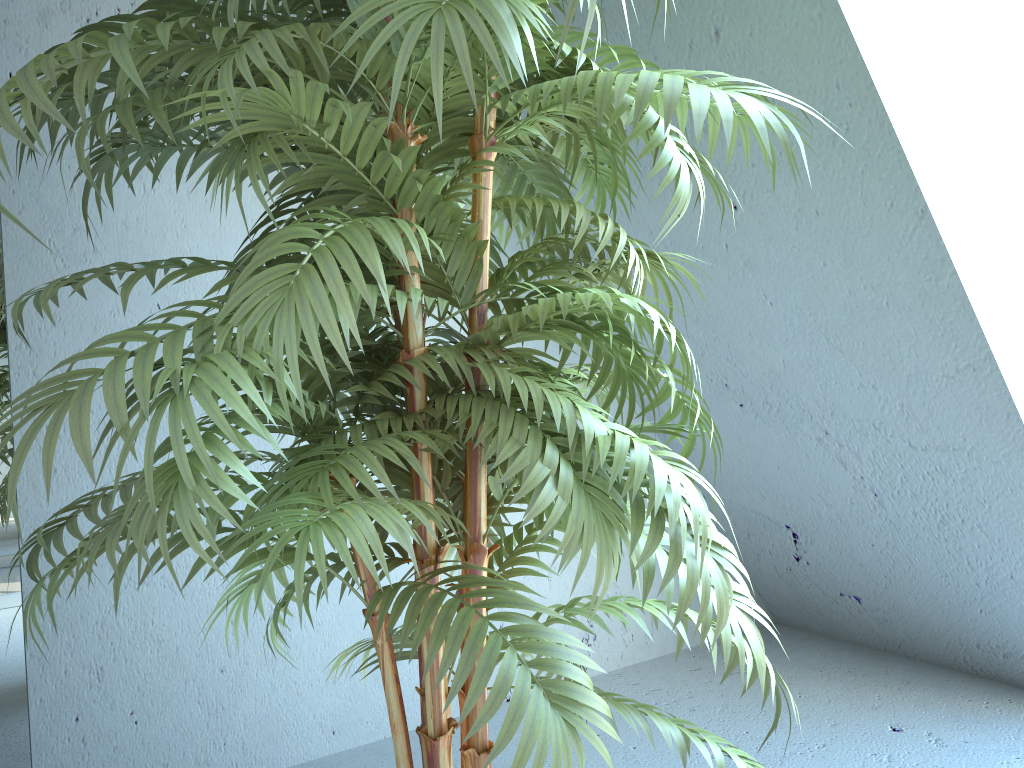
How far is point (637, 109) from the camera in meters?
0.7 m

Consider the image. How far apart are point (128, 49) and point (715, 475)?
0.84m

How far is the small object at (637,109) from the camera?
0.7m

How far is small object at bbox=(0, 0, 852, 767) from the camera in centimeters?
75cm
